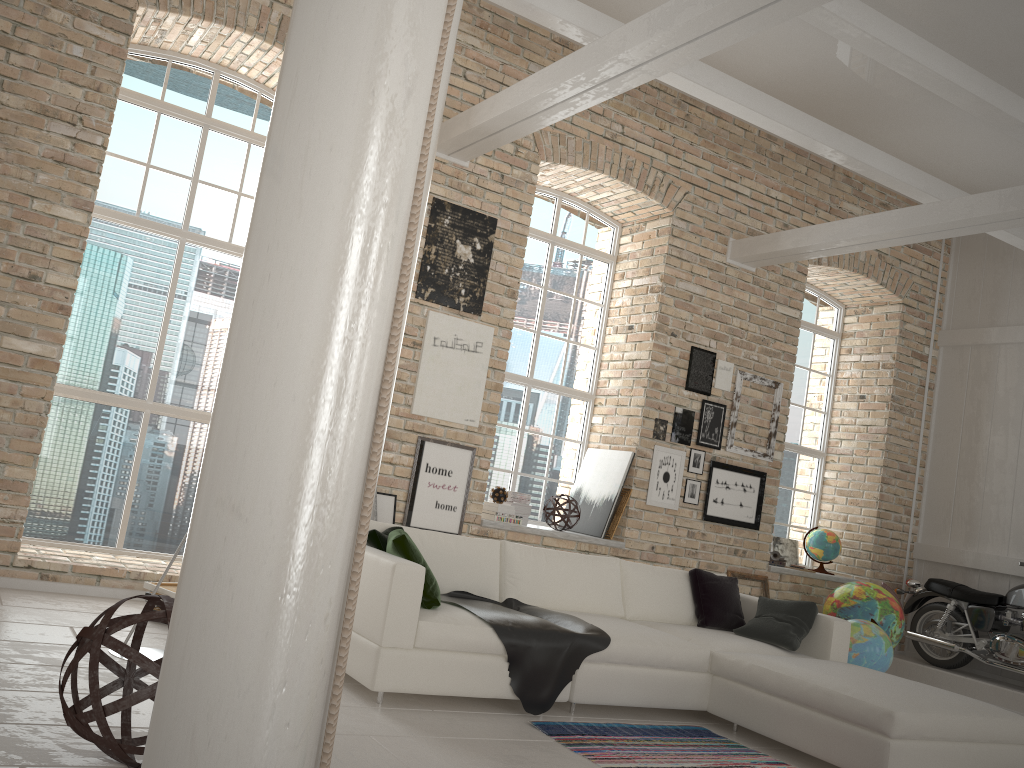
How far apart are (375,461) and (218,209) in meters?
5.8 m

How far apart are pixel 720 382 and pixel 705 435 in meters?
0.5 m

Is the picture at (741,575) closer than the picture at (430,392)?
No

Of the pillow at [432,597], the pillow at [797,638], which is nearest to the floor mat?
the pillow at [432,597]

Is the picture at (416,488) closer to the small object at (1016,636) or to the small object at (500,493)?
the small object at (500,493)

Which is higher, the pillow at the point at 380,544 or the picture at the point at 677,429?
the picture at the point at 677,429

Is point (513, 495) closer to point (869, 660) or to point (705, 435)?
point (705, 435)

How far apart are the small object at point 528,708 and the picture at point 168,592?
1.56m

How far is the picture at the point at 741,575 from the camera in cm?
784

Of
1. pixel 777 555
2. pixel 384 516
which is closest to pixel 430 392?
pixel 384 516
